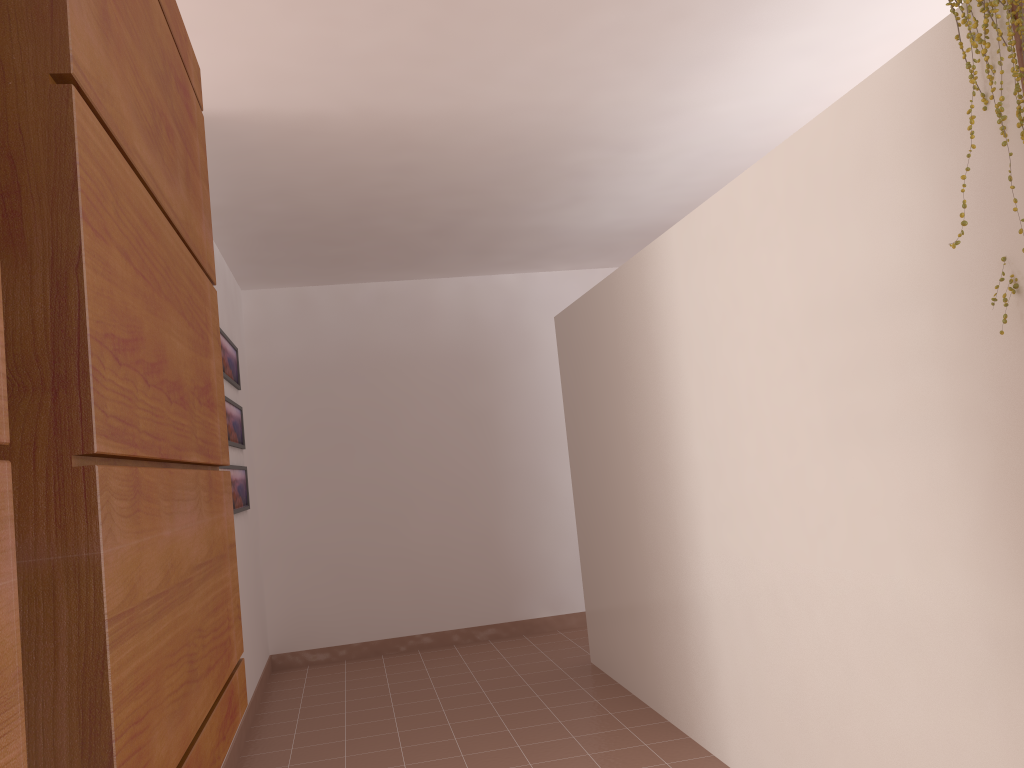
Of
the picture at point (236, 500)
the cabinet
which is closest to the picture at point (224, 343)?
the picture at point (236, 500)

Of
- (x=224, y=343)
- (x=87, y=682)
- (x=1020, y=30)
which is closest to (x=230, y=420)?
(x=224, y=343)

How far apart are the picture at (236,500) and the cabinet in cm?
300

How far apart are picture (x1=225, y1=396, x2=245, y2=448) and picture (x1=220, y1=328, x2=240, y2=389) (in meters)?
0.13

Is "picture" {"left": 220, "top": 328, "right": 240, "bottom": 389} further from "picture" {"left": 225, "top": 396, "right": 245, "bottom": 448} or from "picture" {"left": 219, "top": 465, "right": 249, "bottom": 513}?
"picture" {"left": 219, "top": 465, "right": 249, "bottom": 513}

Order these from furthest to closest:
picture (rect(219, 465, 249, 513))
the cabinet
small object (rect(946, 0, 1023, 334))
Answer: picture (rect(219, 465, 249, 513)), small object (rect(946, 0, 1023, 334)), the cabinet

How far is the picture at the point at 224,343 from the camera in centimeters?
471cm

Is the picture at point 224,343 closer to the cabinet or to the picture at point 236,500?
the picture at point 236,500

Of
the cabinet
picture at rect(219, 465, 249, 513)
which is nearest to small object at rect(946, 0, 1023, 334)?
the cabinet

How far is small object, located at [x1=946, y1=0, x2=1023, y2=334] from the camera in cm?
161
